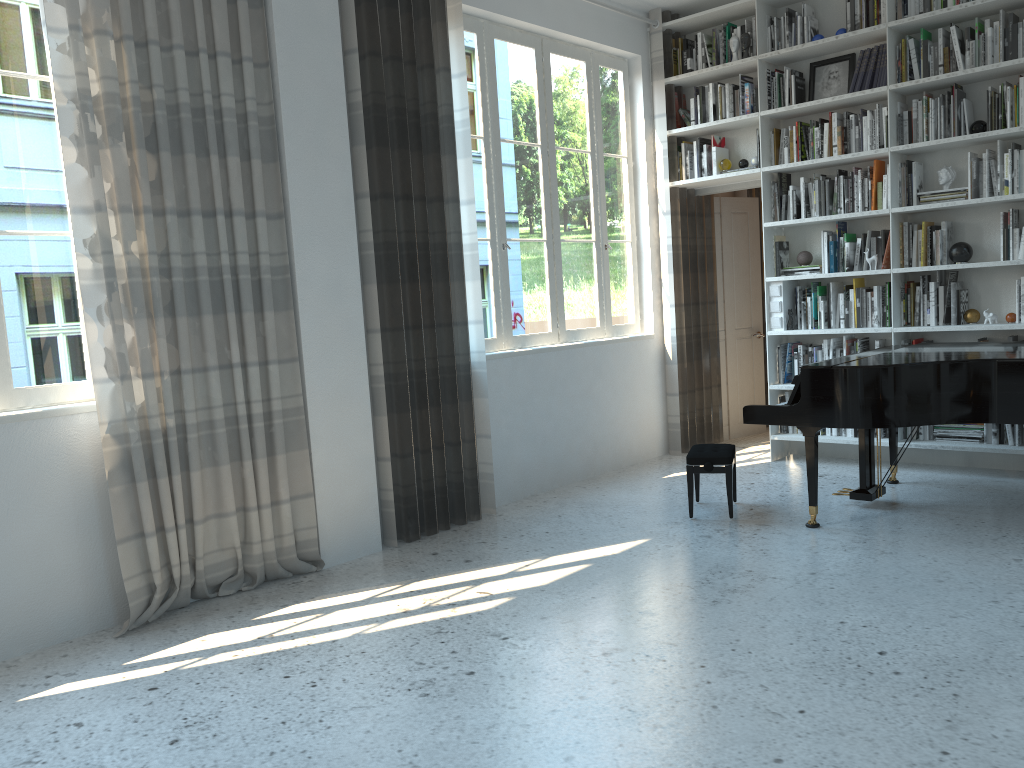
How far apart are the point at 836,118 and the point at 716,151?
0.9 meters

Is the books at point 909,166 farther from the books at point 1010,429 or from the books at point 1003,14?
the books at point 1010,429

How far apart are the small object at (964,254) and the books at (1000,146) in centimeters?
56cm

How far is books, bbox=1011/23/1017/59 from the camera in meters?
5.0 m

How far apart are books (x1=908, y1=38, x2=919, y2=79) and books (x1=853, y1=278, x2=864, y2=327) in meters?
1.3 m

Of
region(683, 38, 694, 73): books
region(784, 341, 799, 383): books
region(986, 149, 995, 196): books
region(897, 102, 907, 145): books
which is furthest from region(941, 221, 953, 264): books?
region(683, 38, 694, 73): books

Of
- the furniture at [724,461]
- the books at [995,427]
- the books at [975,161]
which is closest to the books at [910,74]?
the books at [975,161]

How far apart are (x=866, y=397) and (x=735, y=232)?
3.23m

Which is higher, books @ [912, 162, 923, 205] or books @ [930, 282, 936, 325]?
books @ [912, 162, 923, 205]

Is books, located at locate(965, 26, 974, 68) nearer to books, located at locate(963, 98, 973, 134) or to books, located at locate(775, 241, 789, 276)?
books, located at locate(963, 98, 973, 134)
